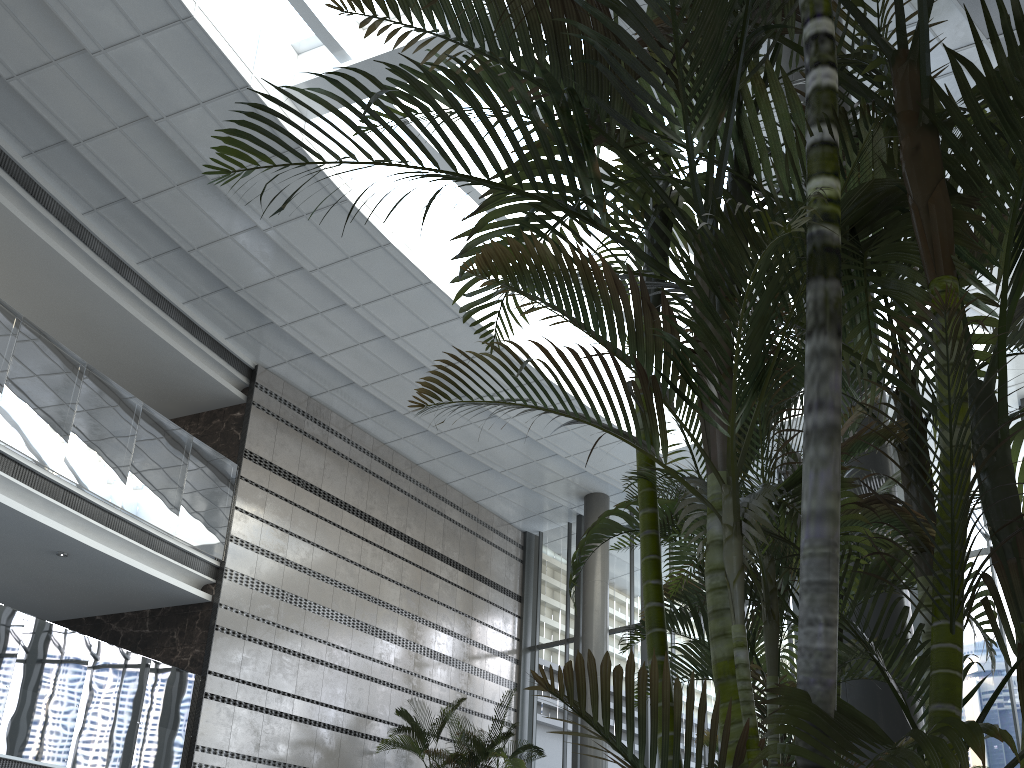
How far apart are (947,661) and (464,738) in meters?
10.8 m

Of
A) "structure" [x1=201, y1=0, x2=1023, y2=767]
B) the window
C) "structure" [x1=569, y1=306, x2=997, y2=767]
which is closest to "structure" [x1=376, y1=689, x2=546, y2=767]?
the window

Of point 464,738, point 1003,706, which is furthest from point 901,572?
point 1003,706

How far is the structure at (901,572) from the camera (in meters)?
2.87

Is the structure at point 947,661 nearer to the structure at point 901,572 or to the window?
the structure at point 901,572

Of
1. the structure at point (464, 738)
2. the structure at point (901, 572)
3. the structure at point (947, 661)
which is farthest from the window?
the structure at point (901, 572)

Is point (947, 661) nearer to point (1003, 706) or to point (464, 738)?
point (464, 738)

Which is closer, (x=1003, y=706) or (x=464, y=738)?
(x=1003, y=706)

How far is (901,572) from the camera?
2.9 meters

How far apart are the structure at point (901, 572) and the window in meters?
7.9 m
